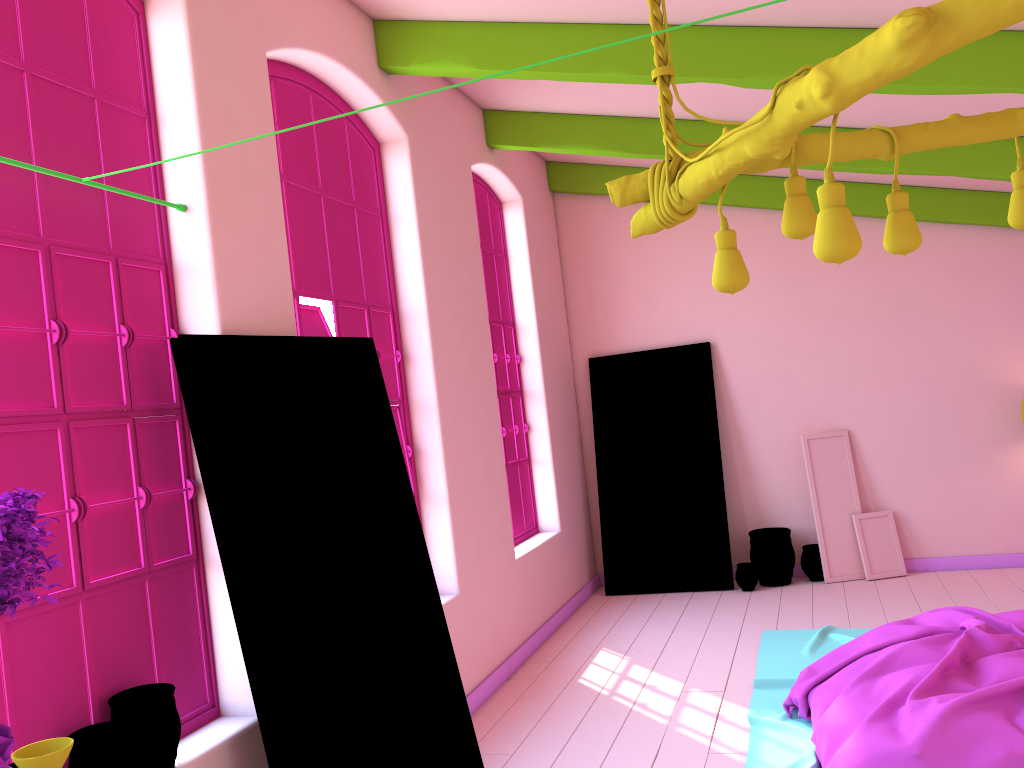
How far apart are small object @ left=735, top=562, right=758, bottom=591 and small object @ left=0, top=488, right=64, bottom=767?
6.39m

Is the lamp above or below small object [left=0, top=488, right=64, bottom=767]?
above

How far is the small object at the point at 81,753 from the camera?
2.7 meters

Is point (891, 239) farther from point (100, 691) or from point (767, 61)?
point (100, 691)

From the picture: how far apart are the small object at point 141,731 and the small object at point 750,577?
5.6 meters

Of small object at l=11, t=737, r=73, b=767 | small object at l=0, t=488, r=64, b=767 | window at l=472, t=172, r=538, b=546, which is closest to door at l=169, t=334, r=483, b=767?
small object at l=0, t=488, r=64, b=767

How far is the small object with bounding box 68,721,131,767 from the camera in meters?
2.7 m

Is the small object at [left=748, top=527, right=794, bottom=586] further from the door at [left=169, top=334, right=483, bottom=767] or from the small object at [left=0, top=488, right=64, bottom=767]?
the small object at [left=0, top=488, right=64, bottom=767]

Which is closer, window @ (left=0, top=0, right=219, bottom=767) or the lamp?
the lamp

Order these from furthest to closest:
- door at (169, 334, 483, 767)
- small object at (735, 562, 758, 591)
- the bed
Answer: small object at (735, 562, 758, 591) → the bed → door at (169, 334, 483, 767)
